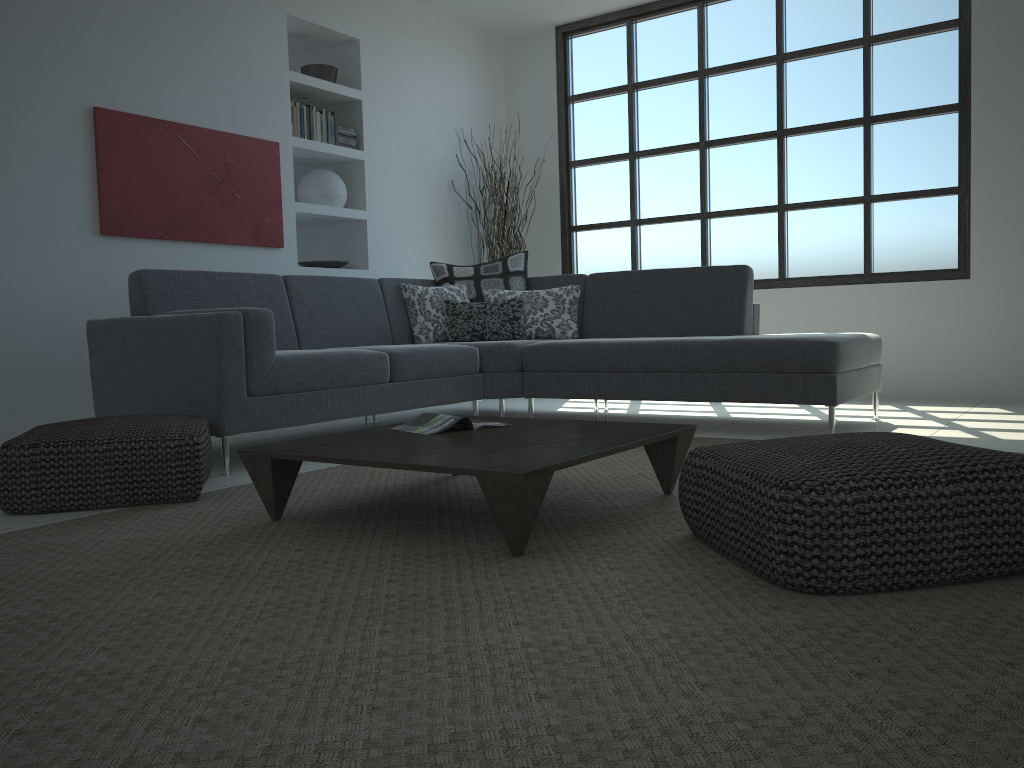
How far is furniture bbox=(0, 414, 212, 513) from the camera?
2.81m

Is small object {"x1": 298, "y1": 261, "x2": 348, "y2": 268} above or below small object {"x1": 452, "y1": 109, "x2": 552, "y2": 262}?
below

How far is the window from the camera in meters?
5.8 m

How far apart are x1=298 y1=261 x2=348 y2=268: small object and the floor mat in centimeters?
285cm

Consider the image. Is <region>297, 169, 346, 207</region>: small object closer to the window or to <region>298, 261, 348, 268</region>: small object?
<region>298, 261, 348, 268</region>: small object

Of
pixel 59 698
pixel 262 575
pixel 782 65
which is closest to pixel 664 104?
pixel 782 65

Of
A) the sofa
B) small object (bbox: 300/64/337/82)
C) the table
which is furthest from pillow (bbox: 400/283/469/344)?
the table

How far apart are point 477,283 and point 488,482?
3.59m

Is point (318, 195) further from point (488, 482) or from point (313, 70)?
point (488, 482)

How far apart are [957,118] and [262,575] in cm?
551
